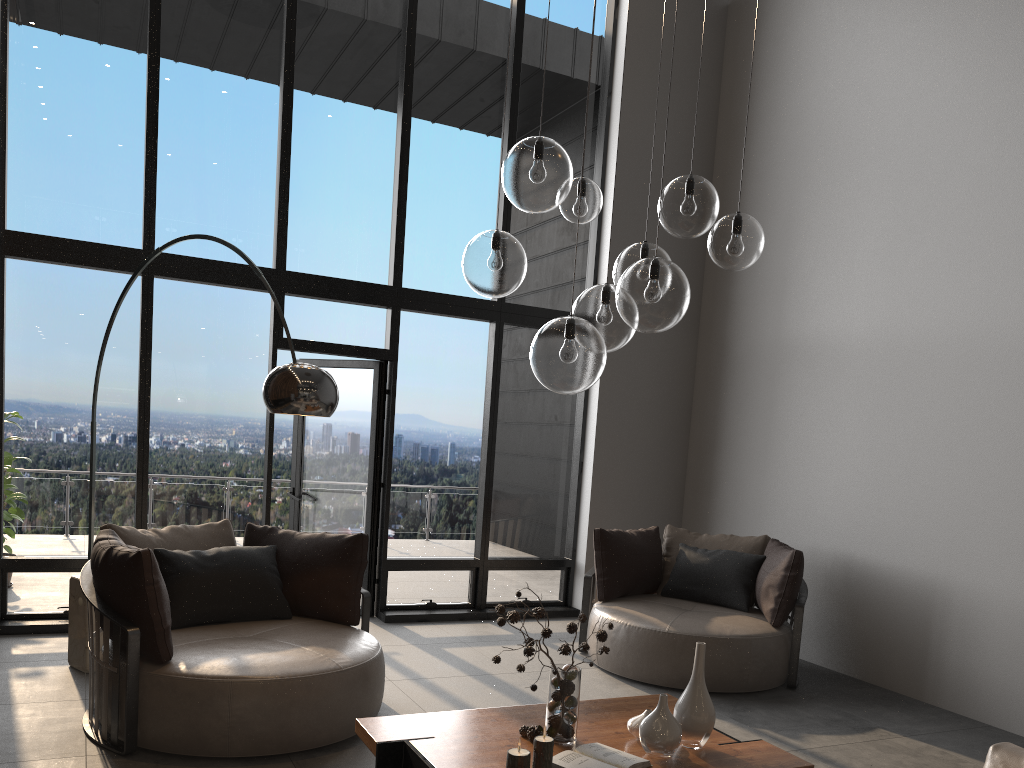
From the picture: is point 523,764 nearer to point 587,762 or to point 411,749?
point 587,762

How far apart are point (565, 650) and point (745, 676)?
2.51m

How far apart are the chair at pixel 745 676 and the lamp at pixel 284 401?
2.5m

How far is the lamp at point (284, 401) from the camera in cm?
364

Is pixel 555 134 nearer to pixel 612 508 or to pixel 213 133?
pixel 213 133

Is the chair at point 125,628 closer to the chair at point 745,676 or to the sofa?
the chair at point 745,676

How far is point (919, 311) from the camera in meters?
5.7 m

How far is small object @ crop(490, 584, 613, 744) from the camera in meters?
3.0

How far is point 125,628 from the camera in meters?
3.6

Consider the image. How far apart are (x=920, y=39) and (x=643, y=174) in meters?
2.3
